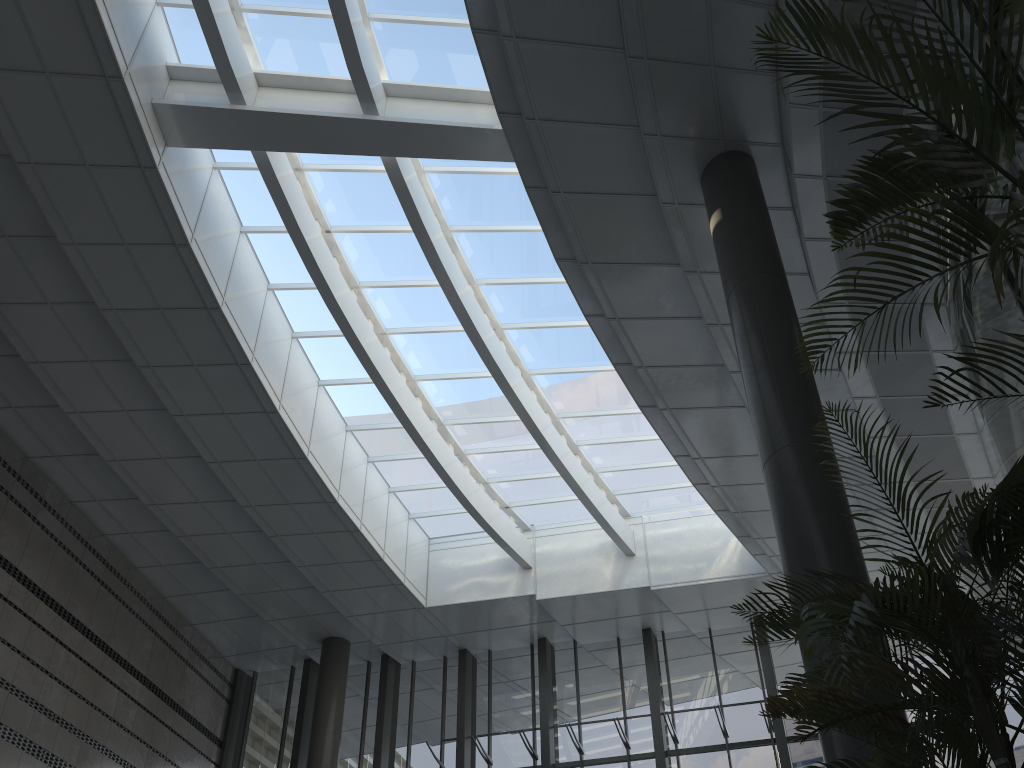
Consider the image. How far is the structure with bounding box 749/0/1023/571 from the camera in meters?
2.7 m

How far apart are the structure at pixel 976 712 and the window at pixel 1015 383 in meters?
2.7 m

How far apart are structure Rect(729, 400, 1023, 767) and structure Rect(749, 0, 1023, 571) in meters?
0.4 m

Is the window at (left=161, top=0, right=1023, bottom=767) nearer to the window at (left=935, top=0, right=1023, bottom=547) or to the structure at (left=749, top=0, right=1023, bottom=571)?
the window at (left=935, top=0, right=1023, bottom=547)

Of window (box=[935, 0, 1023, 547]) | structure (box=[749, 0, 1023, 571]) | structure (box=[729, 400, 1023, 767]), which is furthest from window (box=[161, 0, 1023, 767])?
structure (box=[729, 400, 1023, 767])

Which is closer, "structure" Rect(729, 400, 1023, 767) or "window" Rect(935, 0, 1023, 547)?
"structure" Rect(729, 400, 1023, 767)

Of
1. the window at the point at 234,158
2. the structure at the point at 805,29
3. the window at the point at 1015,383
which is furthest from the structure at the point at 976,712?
the window at the point at 234,158

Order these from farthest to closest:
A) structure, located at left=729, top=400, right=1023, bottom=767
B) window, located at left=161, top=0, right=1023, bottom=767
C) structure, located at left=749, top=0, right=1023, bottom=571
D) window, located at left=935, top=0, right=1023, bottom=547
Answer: window, located at left=161, top=0, right=1023, bottom=767 → window, located at left=935, top=0, right=1023, bottom=547 → structure, located at left=749, top=0, right=1023, bottom=571 → structure, located at left=729, top=400, right=1023, bottom=767

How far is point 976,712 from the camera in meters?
2.5

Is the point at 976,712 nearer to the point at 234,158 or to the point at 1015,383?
the point at 1015,383
